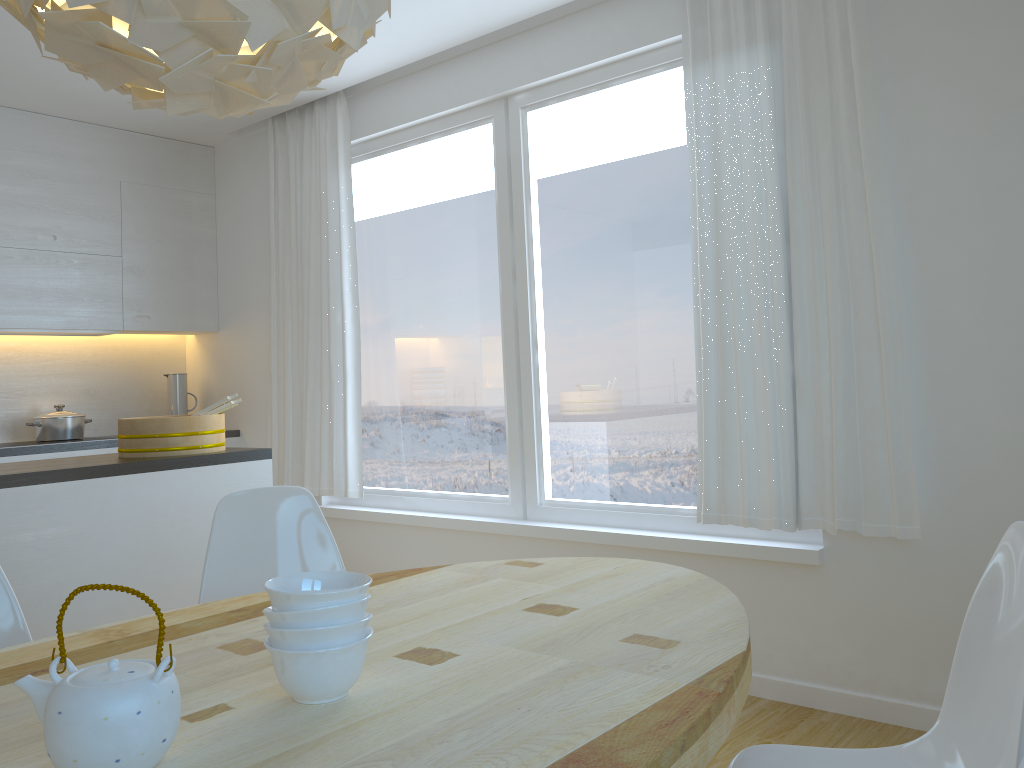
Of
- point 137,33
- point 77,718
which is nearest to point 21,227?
point 137,33

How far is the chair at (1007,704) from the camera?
1.4 meters

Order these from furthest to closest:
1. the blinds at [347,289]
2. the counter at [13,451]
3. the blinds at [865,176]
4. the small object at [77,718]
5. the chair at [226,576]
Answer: the blinds at [347,289]
the counter at [13,451]
the blinds at [865,176]
the chair at [226,576]
the small object at [77,718]

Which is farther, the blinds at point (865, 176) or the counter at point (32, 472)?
the blinds at point (865, 176)

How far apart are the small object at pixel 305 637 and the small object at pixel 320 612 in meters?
0.0

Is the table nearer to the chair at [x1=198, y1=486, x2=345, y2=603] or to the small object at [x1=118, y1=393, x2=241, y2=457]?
the chair at [x1=198, y1=486, x2=345, y2=603]

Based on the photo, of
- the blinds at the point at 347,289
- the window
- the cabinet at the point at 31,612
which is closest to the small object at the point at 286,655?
the cabinet at the point at 31,612

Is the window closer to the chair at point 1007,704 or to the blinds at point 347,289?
the blinds at point 347,289

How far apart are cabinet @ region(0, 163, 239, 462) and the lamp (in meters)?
3.53

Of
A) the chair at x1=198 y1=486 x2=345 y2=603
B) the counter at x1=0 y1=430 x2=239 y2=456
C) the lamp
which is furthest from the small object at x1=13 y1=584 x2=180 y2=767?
the counter at x1=0 y1=430 x2=239 y2=456
